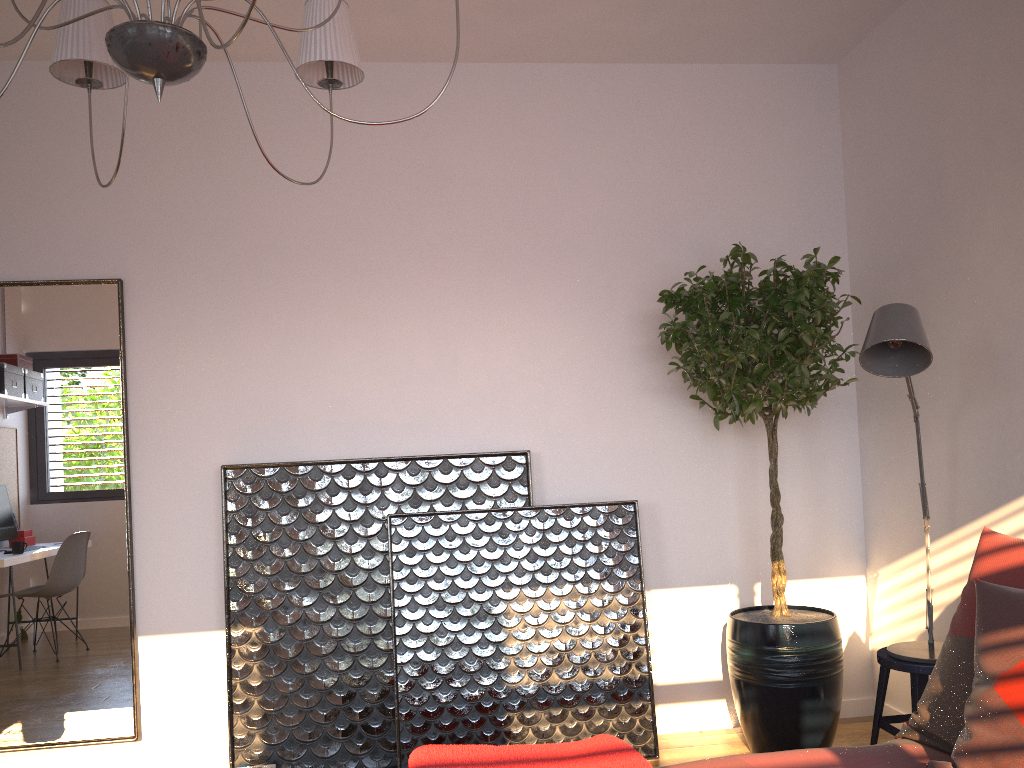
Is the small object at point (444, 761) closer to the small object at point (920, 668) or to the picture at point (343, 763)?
the small object at point (920, 668)

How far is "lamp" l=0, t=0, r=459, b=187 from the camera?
1.5 meters

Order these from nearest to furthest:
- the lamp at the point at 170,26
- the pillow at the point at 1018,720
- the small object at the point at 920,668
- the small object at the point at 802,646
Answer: the lamp at the point at 170,26
the pillow at the point at 1018,720
the small object at the point at 920,668
the small object at the point at 802,646

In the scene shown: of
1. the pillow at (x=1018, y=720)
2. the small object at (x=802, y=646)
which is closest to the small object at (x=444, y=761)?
the pillow at (x=1018, y=720)

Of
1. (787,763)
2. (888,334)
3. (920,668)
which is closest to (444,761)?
(787,763)

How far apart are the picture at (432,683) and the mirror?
1.04m

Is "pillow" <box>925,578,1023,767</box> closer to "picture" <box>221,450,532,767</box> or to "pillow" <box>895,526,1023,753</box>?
"pillow" <box>895,526,1023,753</box>

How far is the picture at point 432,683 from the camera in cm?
340

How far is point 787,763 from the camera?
1.8m

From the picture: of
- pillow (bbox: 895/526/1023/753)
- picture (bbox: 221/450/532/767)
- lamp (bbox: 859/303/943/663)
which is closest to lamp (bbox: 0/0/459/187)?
lamp (bbox: 859/303/943/663)
